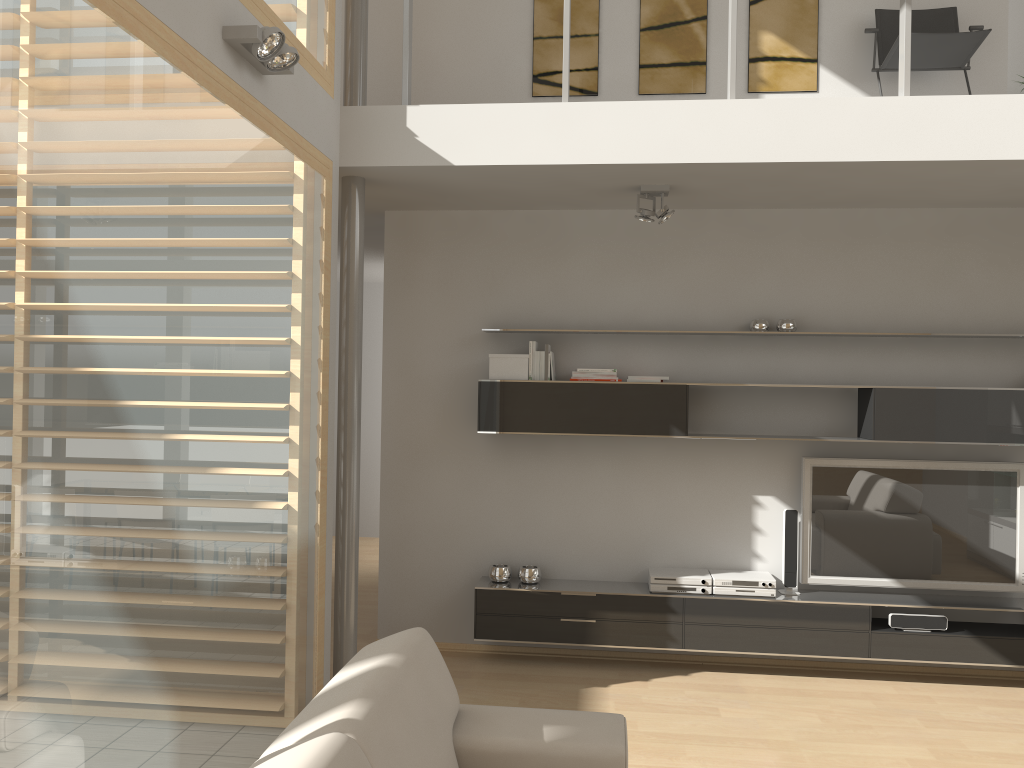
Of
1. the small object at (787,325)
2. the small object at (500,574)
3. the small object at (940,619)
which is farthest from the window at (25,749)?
the small object at (940,619)

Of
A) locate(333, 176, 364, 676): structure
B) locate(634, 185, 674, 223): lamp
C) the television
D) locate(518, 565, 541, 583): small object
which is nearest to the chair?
locate(634, 185, 674, 223): lamp

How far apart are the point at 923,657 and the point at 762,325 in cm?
202

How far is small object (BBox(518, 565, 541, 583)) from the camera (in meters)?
→ 5.20

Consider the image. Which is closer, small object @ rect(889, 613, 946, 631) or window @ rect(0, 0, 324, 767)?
window @ rect(0, 0, 324, 767)

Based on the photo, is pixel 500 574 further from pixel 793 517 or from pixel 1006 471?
pixel 1006 471

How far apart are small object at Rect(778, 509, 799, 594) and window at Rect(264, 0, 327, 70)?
3.46m

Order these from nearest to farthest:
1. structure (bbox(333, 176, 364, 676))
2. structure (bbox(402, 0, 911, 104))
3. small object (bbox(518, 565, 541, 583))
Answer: structure (bbox(402, 0, 911, 104)) → structure (bbox(333, 176, 364, 676)) → small object (bbox(518, 565, 541, 583))

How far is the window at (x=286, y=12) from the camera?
3.7 meters

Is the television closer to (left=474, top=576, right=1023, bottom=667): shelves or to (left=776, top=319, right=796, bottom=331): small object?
(left=474, top=576, right=1023, bottom=667): shelves
